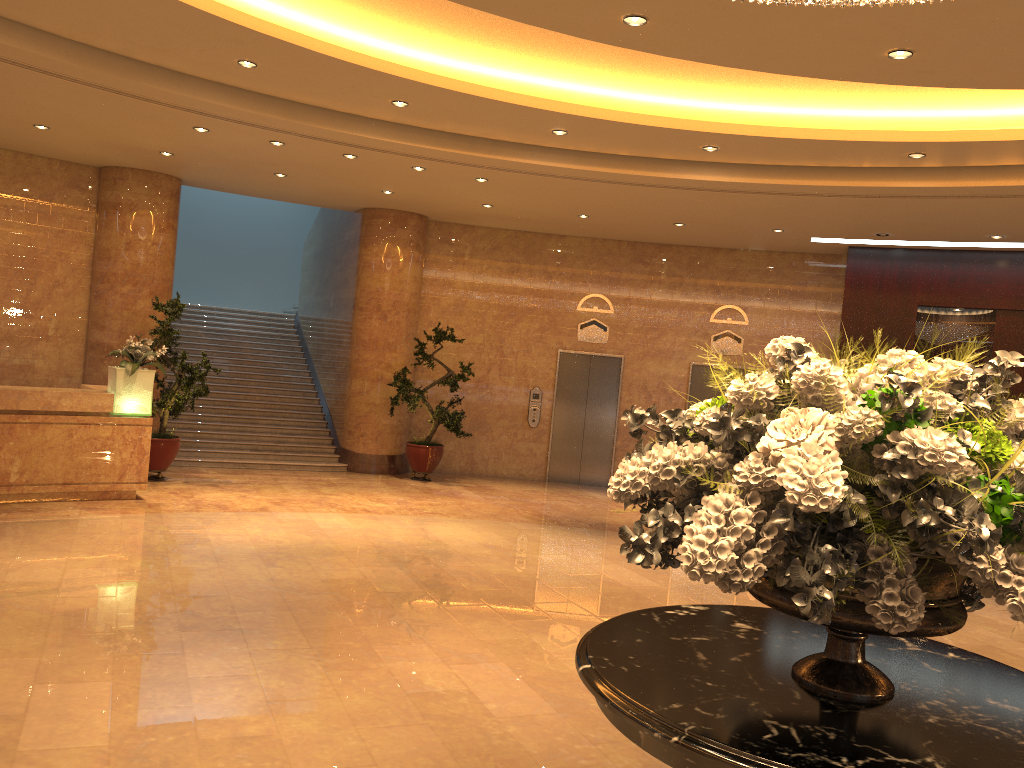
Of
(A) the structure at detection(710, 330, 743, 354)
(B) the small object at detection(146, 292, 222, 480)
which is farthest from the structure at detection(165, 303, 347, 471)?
(A) the structure at detection(710, 330, 743, 354)

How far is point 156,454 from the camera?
10.9m

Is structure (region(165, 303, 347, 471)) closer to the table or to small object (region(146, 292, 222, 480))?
small object (region(146, 292, 222, 480))

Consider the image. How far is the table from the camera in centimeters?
206cm

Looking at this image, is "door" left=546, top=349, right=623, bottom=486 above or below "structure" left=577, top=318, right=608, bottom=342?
below

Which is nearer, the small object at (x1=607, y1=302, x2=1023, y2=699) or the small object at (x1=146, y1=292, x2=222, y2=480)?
the small object at (x1=607, y1=302, x2=1023, y2=699)

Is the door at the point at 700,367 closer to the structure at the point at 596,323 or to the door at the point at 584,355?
the door at the point at 584,355

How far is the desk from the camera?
8.9m

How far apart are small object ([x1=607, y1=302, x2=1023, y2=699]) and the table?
0.0m

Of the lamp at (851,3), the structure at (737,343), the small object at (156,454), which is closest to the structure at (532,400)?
the structure at (737,343)
